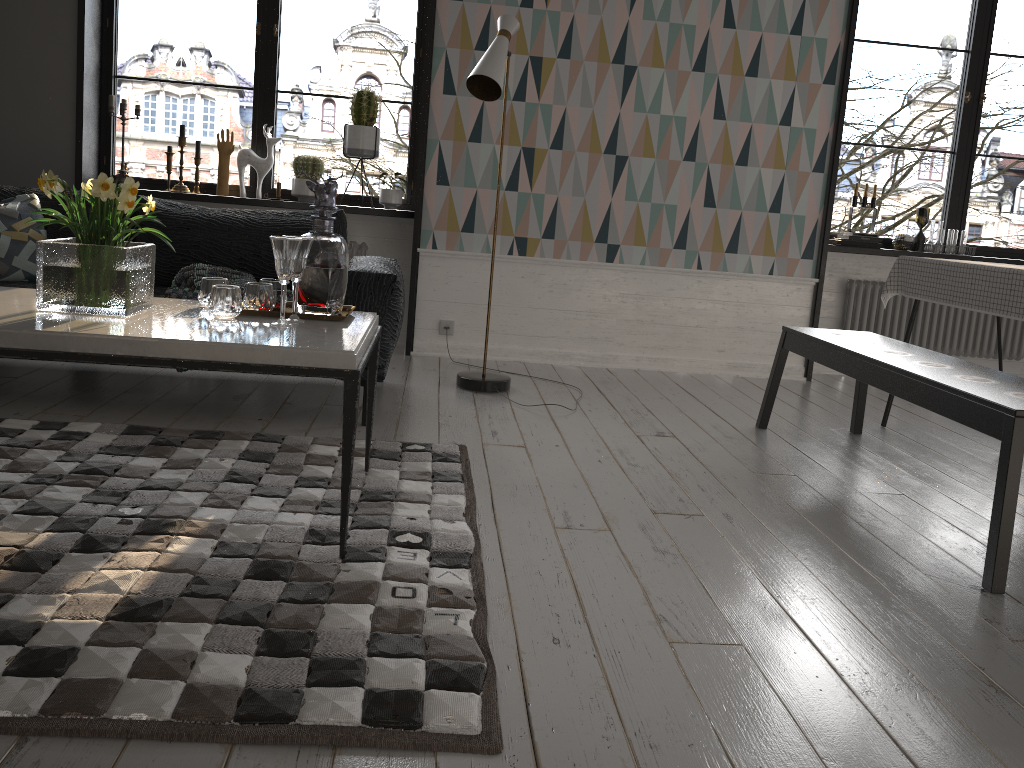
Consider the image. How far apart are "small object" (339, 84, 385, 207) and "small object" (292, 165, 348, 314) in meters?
2.3

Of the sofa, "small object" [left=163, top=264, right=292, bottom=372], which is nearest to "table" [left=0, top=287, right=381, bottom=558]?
the sofa

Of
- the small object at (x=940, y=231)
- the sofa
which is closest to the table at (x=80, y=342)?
the sofa

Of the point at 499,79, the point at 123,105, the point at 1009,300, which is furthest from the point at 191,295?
the point at 1009,300

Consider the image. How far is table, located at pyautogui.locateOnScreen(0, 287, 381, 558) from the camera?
1.9 meters

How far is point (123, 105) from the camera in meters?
4.7 m

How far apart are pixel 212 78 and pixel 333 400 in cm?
3369

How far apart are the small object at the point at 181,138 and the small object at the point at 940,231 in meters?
4.2

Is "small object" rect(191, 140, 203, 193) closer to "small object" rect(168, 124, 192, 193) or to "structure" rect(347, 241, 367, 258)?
"small object" rect(168, 124, 192, 193)

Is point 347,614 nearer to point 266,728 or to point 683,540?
point 266,728
